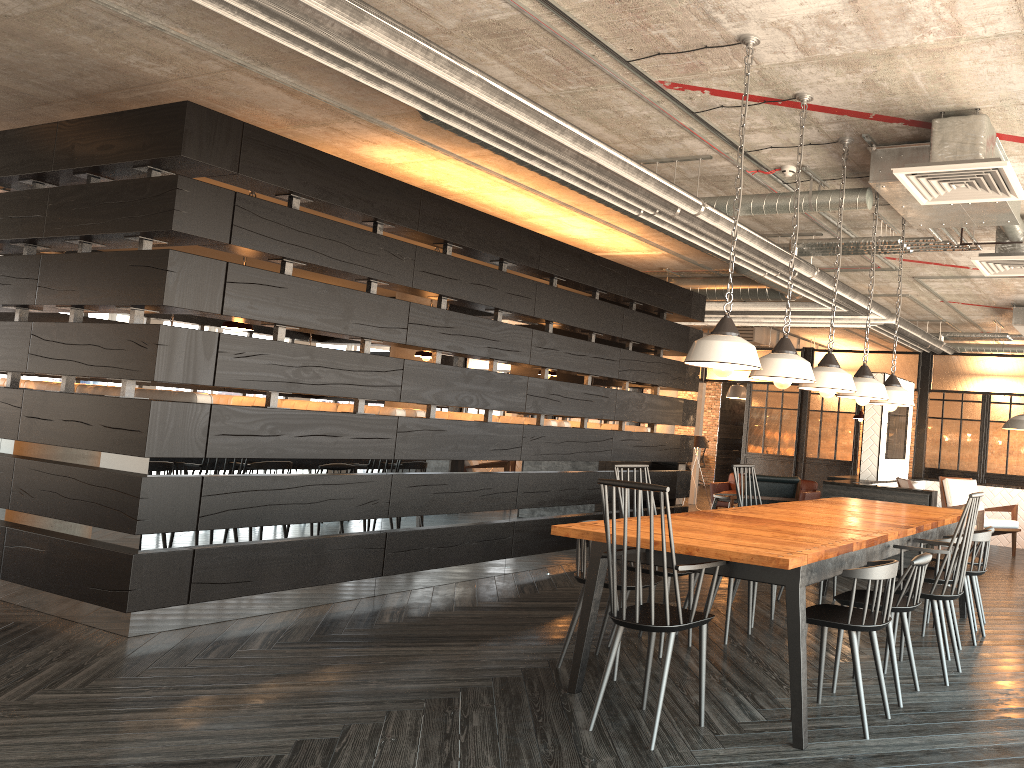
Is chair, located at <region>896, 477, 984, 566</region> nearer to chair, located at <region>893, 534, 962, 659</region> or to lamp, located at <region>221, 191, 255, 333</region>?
chair, located at <region>893, 534, 962, 659</region>

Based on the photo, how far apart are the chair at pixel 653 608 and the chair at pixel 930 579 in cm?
182

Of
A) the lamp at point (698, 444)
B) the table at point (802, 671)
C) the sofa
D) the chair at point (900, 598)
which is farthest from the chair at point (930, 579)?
the lamp at point (698, 444)

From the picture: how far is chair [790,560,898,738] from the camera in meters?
3.4 m

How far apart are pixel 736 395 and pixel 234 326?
11.2m

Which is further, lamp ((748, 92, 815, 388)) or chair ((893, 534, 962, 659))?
chair ((893, 534, 962, 659))

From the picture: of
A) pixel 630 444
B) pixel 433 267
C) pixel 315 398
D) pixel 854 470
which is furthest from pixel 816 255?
pixel 315 398

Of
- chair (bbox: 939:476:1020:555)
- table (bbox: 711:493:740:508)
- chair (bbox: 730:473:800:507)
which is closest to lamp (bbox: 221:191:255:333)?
chair (bbox: 730:473:800:507)

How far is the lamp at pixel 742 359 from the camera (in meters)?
3.54

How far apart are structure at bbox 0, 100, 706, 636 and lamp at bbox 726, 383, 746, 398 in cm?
665
